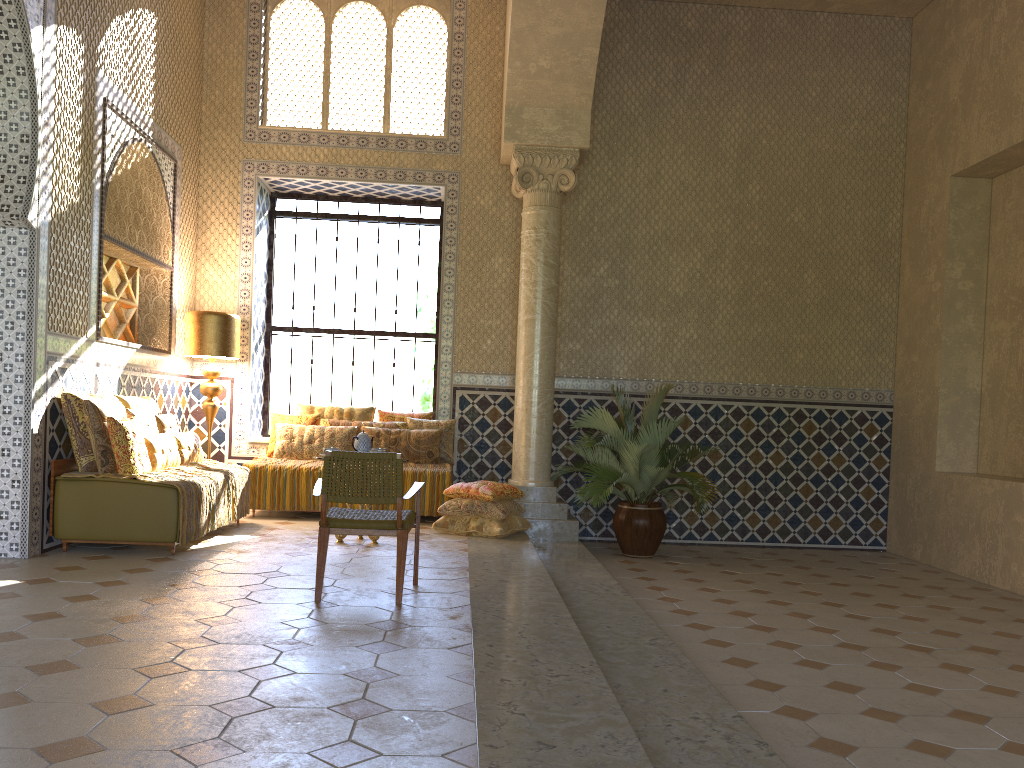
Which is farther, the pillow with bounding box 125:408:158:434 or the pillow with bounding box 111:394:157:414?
the pillow with bounding box 111:394:157:414

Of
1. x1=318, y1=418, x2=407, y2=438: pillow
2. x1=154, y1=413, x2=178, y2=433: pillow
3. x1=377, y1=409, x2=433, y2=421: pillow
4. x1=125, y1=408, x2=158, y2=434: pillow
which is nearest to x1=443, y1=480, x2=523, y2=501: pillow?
x1=318, y1=418, x2=407, y2=438: pillow

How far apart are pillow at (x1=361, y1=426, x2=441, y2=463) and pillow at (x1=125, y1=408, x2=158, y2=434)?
3.3m

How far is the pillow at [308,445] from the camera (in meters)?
12.59

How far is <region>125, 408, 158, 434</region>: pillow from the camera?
9.8 meters

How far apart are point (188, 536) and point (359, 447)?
2.14m

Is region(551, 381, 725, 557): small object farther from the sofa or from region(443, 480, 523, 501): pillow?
the sofa

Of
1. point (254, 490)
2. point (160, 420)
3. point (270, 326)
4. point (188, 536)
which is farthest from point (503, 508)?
point (270, 326)

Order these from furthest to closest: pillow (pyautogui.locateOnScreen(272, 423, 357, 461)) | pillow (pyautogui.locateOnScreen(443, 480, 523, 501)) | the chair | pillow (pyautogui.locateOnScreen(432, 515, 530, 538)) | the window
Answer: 1. the window
2. pillow (pyautogui.locateOnScreen(272, 423, 357, 461))
3. pillow (pyautogui.locateOnScreen(443, 480, 523, 501))
4. pillow (pyautogui.locateOnScreen(432, 515, 530, 538))
5. the chair

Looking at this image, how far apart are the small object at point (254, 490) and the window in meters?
1.9 m
